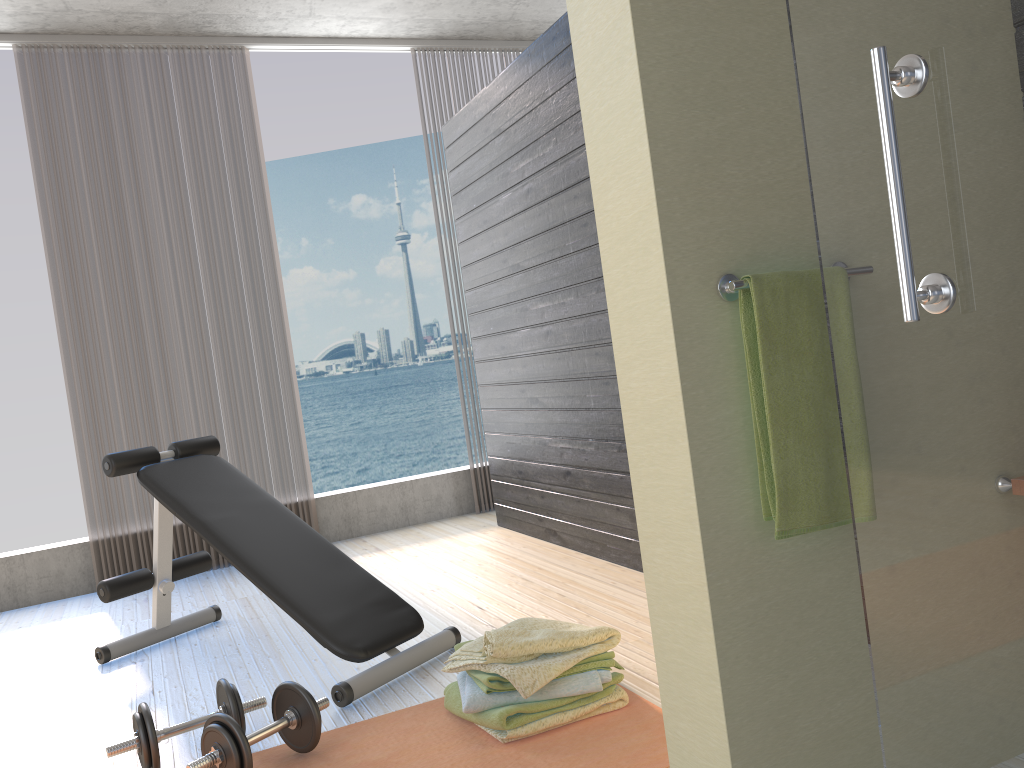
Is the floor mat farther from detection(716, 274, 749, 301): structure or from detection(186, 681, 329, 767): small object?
detection(716, 274, 749, 301): structure

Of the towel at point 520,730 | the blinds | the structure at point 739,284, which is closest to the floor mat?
the towel at point 520,730

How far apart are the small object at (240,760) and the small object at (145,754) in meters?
0.1

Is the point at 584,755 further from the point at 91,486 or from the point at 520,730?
the point at 91,486

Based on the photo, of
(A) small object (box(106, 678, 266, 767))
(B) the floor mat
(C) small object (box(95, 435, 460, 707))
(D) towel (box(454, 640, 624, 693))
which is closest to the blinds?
(C) small object (box(95, 435, 460, 707))

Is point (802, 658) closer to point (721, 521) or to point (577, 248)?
point (721, 521)

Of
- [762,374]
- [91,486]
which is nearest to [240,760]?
[762,374]

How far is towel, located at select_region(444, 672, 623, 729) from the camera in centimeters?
204cm

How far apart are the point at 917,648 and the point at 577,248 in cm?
259

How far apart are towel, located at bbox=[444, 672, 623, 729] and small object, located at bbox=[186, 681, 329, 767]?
0.3 meters
